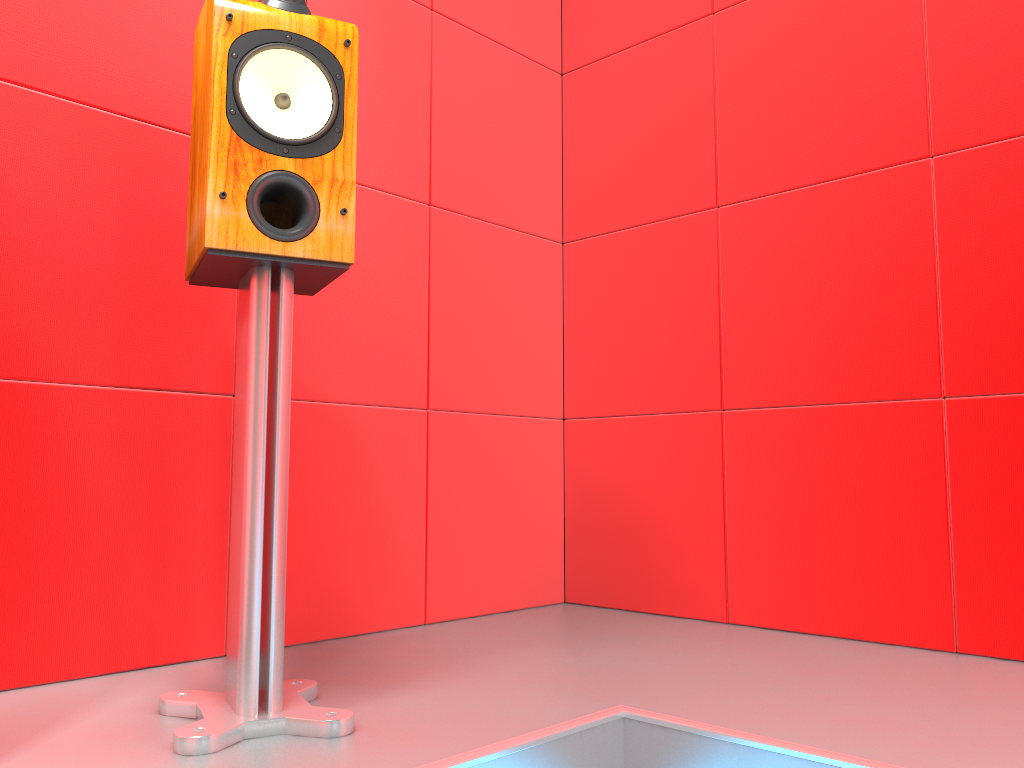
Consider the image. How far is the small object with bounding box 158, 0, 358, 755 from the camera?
1.2m

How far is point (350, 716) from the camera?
1.2m

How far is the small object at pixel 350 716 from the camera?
1.2m
